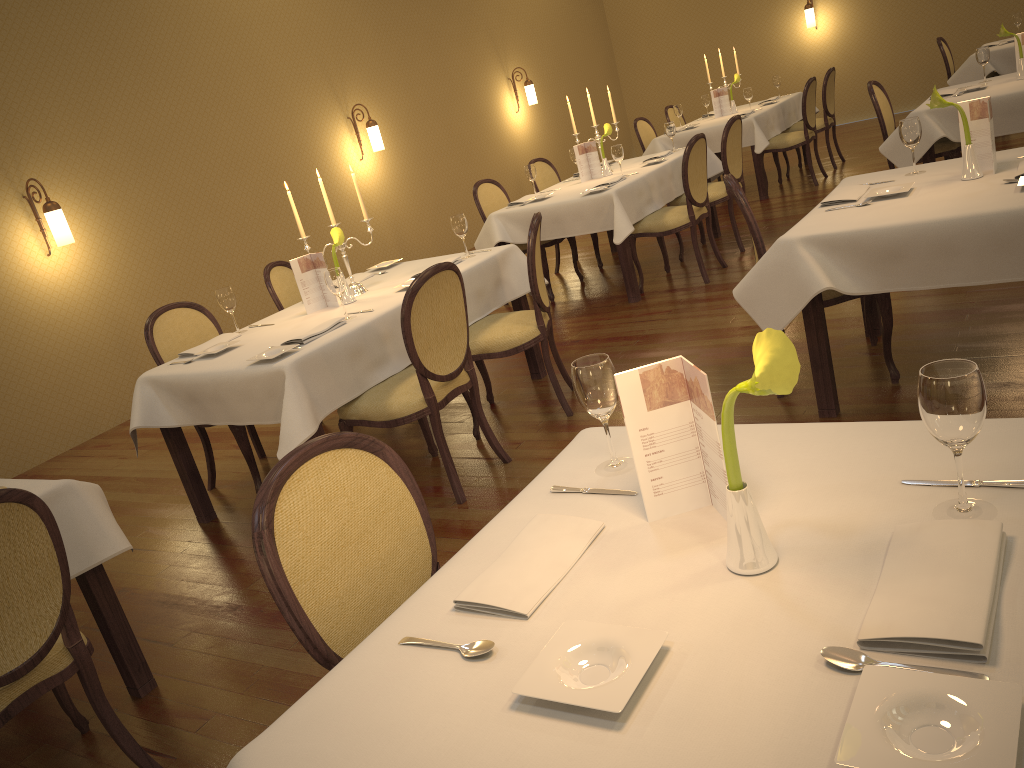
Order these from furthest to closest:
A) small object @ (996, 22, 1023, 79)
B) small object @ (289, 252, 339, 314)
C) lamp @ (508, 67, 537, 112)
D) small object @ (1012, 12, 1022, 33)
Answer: lamp @ (508, 67, 537, 112) → small object @ (1012, 12, 1022, 33) → small object @ (996, 22, 1023, 79) → small object @ (289, 252, 339, 314)

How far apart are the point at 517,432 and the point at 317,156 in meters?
5.0

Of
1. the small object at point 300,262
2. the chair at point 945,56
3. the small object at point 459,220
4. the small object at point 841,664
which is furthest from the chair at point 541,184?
the small object at point 841,664

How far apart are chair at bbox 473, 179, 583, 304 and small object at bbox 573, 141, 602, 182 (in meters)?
0.49

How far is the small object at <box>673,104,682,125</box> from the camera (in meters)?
8.86

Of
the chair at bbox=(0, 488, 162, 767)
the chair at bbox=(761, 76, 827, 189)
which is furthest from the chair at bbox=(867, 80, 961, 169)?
the chair at bbox=(0, 488, 162, 767)

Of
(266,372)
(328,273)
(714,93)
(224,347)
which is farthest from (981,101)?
(714,93)

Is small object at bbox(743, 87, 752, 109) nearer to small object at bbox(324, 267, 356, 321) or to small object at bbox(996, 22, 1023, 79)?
small object at bbox(996, 22, 1023, 79)

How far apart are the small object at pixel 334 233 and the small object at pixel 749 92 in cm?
567

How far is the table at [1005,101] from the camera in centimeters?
530cm
